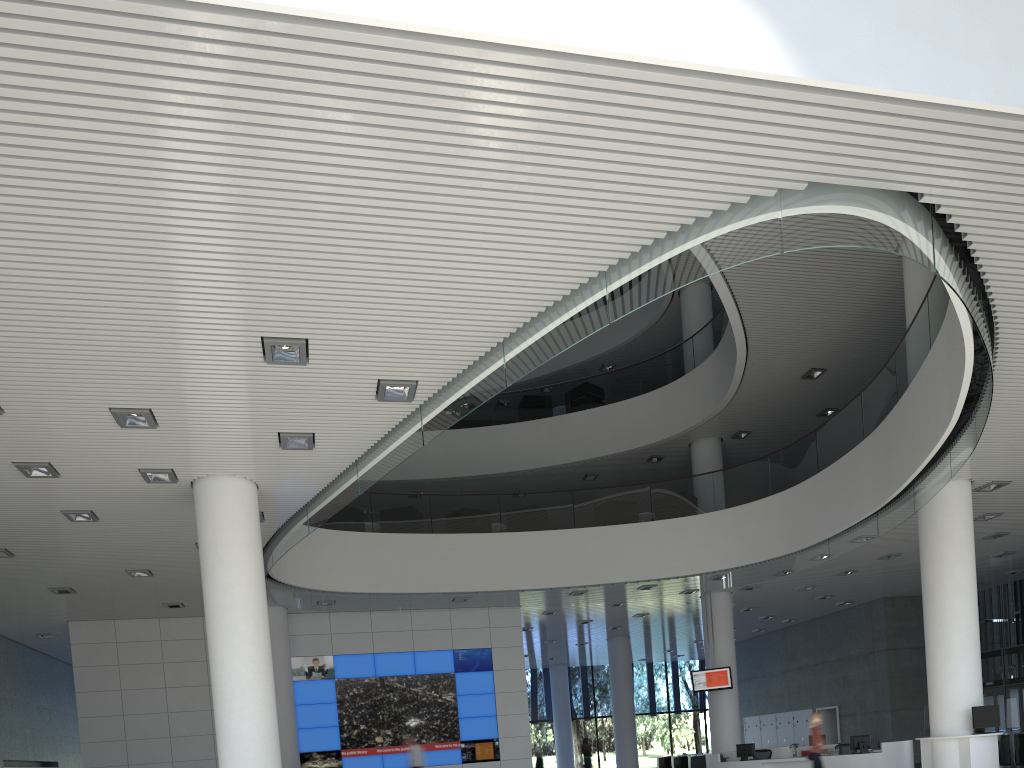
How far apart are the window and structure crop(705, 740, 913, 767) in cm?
949

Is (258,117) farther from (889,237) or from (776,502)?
(776,502)

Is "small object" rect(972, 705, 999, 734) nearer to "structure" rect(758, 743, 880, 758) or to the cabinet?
the cabinet

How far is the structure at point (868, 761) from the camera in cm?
837

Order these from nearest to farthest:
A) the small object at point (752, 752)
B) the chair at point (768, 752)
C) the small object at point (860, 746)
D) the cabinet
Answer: the small object at point (860, 746), the small object at point (752, 752), the chair at point (768, 752), the cabinet

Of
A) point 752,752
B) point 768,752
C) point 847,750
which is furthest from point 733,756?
point 847,750

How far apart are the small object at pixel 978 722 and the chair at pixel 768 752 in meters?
3.3 m

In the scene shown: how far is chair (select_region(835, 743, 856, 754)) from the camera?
9.0m

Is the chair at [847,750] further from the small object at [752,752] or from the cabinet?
the cabinet

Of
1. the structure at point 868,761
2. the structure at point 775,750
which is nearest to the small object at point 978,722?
the structure at point 868,761
